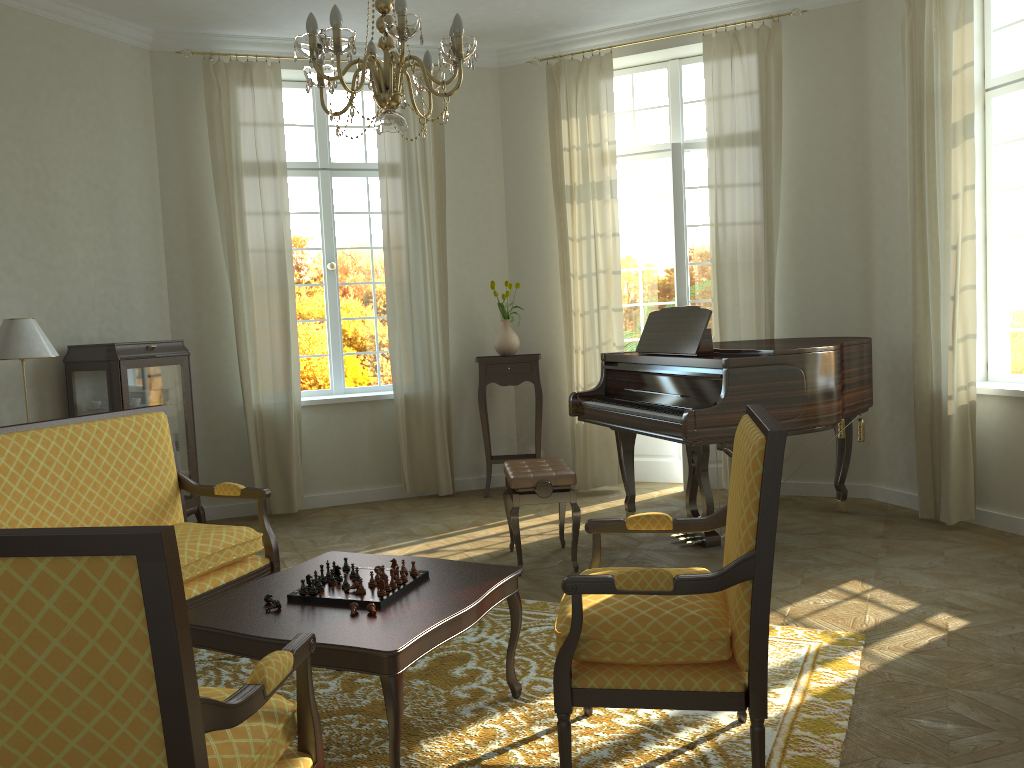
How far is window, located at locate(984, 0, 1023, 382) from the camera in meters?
5.4

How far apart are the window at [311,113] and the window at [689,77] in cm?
202

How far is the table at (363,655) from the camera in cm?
255

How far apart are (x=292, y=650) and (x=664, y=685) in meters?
1.0

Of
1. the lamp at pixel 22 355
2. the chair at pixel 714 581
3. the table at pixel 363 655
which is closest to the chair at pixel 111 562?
the table at pixel 363 655

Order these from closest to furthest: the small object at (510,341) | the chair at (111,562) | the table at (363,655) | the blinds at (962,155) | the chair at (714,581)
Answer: the chair at (111,562) → the chair at (714,581) → the table at (363,655) → the blinds at (962,155) → the small object at (510,341)

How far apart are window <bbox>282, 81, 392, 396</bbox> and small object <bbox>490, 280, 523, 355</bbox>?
1.0 meters

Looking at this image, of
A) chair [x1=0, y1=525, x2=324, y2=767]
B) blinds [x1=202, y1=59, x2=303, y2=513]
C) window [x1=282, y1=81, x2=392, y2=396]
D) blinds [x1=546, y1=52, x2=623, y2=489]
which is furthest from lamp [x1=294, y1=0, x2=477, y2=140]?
window [x1=282, y1=81, x2=392, y2=396]

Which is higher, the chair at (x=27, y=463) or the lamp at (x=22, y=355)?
the lamp at (x=22, y=355)

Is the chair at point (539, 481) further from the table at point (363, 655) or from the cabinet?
the cabinet
